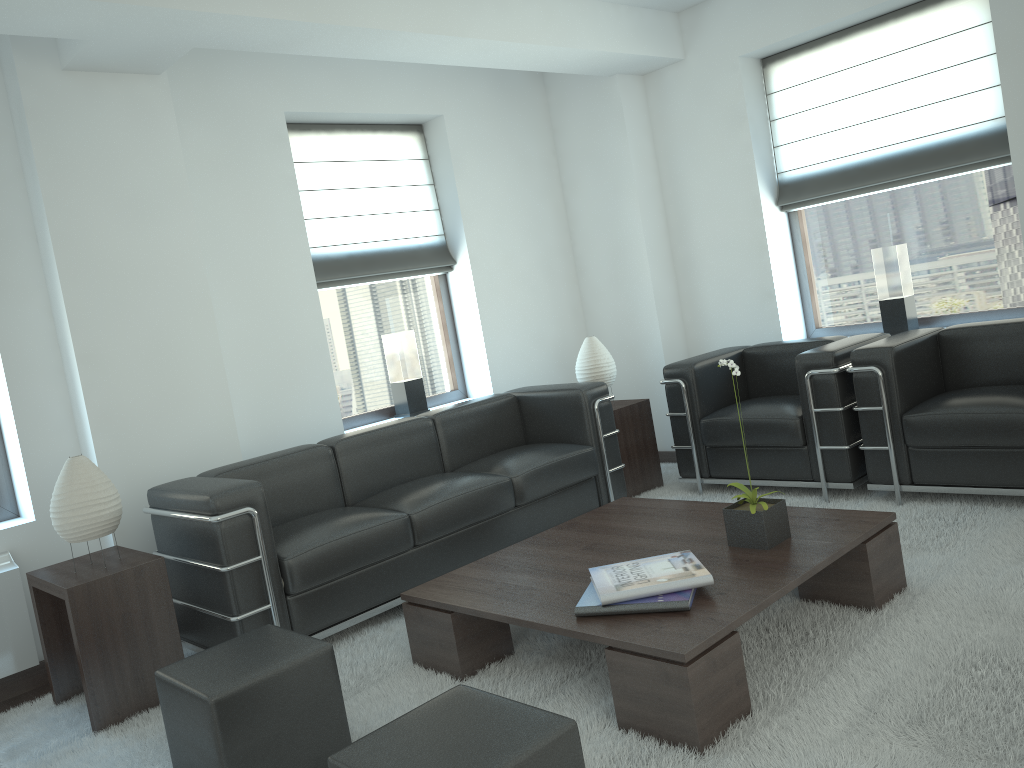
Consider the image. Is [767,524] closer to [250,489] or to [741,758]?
[741,758]

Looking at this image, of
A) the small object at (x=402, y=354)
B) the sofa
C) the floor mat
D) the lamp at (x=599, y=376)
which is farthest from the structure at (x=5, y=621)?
the lamp at (x=599, y=376)

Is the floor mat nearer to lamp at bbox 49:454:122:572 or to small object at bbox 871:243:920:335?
lamp at bbox 49:454:122:572

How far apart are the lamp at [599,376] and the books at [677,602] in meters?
3.8 m

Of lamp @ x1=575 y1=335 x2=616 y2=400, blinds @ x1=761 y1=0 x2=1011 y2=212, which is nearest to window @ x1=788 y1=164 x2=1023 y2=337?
blinds @ x1=761 y1=0 x2=1011 y2=212

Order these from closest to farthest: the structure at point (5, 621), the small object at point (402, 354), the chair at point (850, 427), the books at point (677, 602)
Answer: the books at point (677, 602), the structure at point (5, 621), the chair at point (850, 427), the small object at point (402, 354)

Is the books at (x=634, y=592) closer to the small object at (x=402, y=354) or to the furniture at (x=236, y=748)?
the furniture at (x=236, y=748)

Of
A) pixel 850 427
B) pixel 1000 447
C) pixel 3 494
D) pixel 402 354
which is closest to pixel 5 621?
pixel 3 494

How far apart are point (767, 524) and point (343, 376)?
4.5m

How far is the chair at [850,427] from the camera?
6.5 meters
